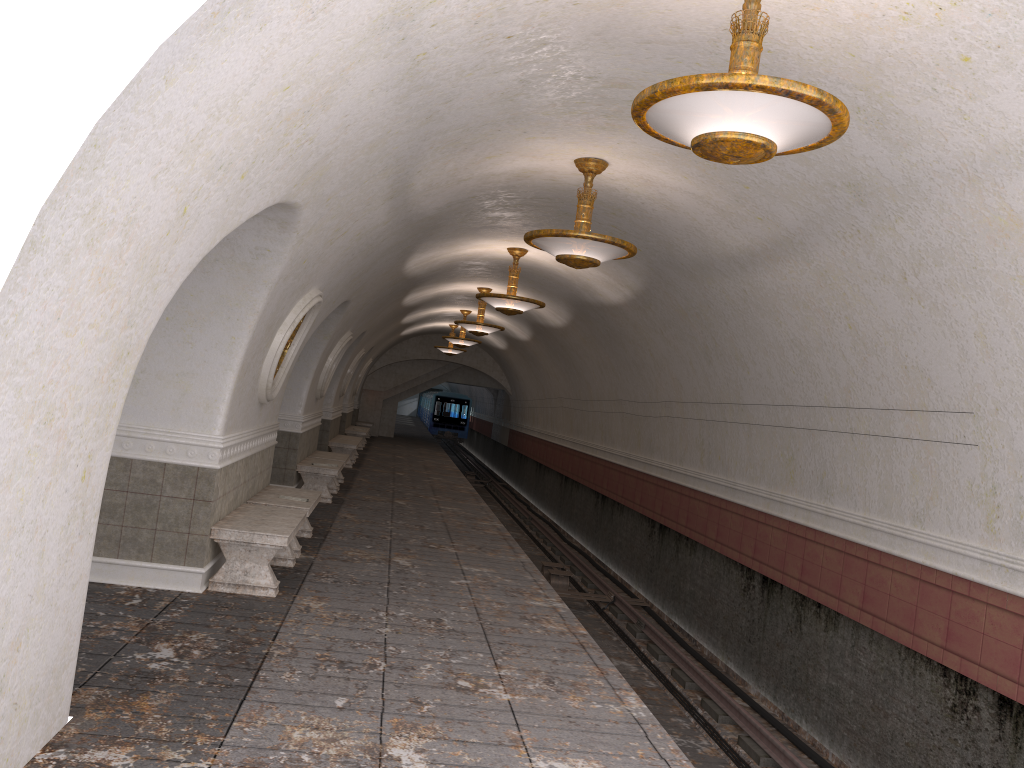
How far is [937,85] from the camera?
4.7 meters

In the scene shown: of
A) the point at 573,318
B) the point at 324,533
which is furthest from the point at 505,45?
the point at 573,318

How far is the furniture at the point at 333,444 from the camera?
18.95m

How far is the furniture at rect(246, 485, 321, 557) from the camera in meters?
8.8

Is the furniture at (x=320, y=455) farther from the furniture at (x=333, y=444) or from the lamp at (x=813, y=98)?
the lamp at (x=813, y=98)

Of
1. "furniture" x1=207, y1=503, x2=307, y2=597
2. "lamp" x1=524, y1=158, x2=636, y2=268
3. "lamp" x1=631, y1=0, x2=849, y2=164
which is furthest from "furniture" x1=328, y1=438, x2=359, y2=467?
"lamp" x1=631, y1=0, x2=849, y2=164

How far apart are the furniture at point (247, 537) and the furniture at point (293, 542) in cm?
36

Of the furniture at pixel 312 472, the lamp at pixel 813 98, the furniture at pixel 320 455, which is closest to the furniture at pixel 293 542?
the furniture at pixel 312 472

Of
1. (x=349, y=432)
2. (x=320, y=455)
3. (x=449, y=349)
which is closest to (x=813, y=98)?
(x=320, y=455)

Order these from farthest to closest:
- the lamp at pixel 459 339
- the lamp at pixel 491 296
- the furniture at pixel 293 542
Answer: the lamp at pixel 459 339
the lamp at pixel 491 296
the furniture at pixel 293 542
